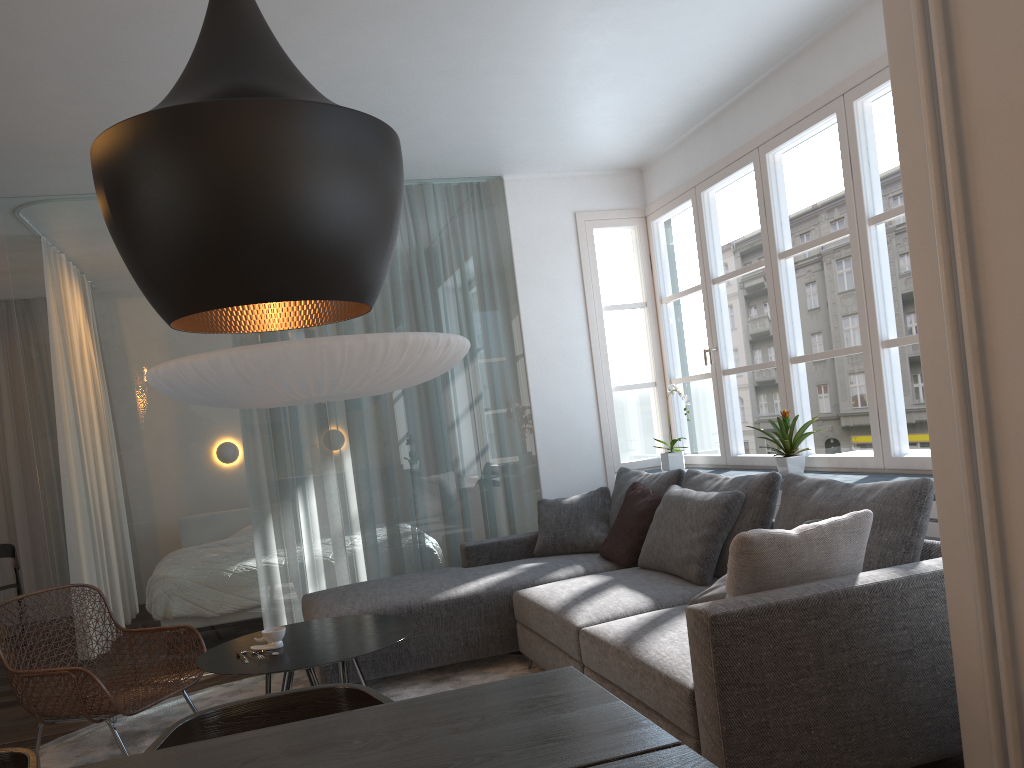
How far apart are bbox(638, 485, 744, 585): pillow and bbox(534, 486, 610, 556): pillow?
0.6m

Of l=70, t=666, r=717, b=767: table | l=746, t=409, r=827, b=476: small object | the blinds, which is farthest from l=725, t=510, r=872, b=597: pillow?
the blinds

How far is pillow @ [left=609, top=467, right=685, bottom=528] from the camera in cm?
460

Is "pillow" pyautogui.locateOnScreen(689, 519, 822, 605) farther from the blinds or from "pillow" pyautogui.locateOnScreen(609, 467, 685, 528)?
the blinds

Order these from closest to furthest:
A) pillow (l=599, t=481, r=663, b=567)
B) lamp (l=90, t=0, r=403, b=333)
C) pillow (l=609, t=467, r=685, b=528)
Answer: lamp (l=90, t=0, r=403, b=333) → pillow (l=599, t=481, r=663, b=567) → pillow (l=609, t=467, r=685, b=528)

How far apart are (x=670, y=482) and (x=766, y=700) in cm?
225

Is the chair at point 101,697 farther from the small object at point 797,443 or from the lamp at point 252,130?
the small object at point 797,443

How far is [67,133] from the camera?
4.1m

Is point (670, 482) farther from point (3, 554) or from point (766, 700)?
point (3, 554)

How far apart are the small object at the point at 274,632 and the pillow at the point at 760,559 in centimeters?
173cm
